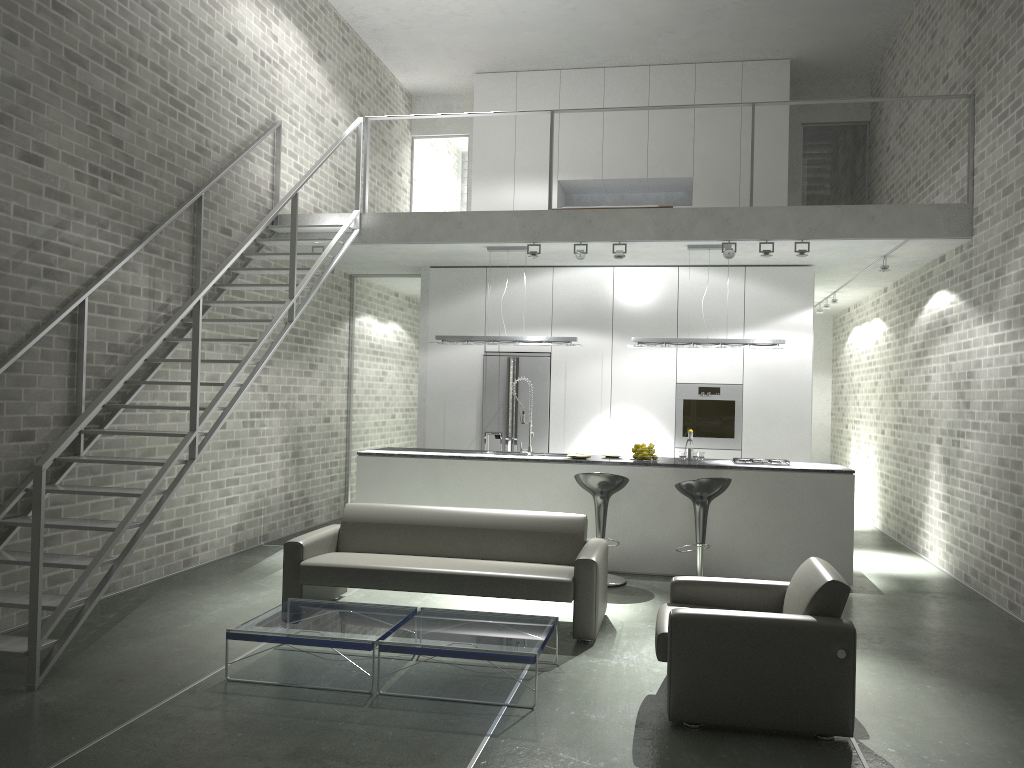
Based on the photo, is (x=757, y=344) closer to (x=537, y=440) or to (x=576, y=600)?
(x=537, y=440)

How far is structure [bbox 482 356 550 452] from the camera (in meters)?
9.82

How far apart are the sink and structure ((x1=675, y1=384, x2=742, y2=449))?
2.1 meters

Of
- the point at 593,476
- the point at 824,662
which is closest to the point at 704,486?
the point at 593,476

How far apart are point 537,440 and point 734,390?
2.20m

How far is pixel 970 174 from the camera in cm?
767

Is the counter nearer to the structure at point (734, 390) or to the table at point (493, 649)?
Answer: the structure at point (734, 390)

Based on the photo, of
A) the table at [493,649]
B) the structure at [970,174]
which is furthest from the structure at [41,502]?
the structure at [970,174]

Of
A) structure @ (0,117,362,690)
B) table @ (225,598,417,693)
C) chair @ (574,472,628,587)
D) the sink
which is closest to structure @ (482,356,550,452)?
the sink

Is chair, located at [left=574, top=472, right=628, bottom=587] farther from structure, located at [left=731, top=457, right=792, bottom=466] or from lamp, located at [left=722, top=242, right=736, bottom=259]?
lamp, located at [left=722, top=242, right=736, bottom=259]
